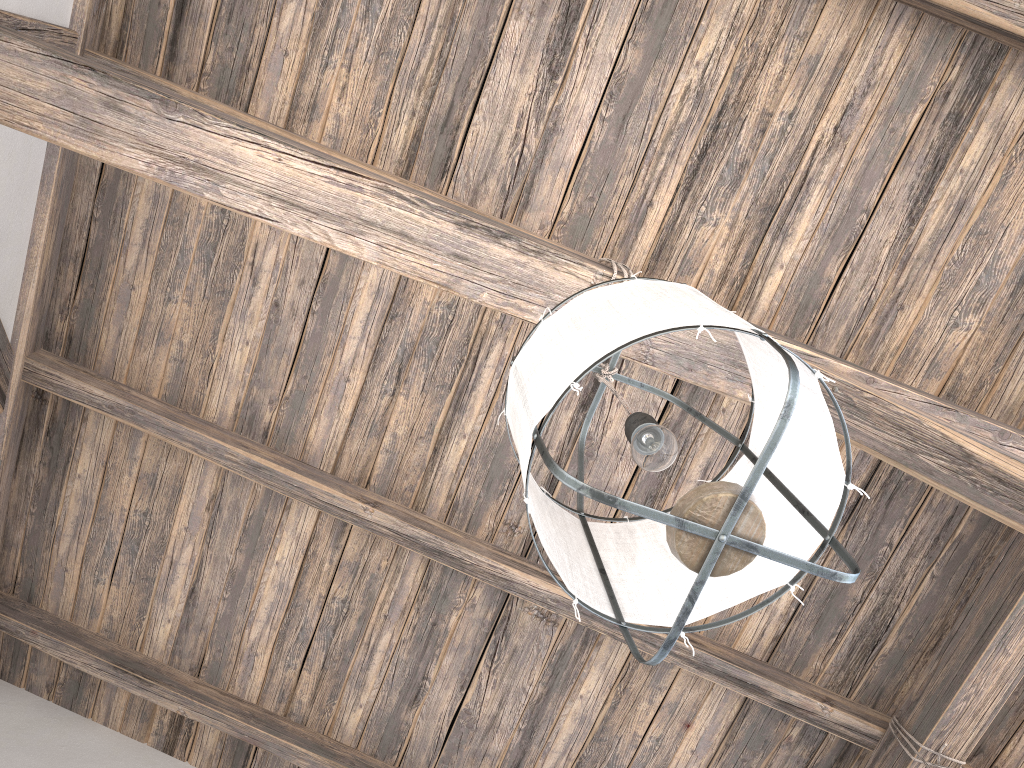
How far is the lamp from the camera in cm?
93

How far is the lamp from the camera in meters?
0.9 m

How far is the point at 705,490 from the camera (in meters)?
0.93
